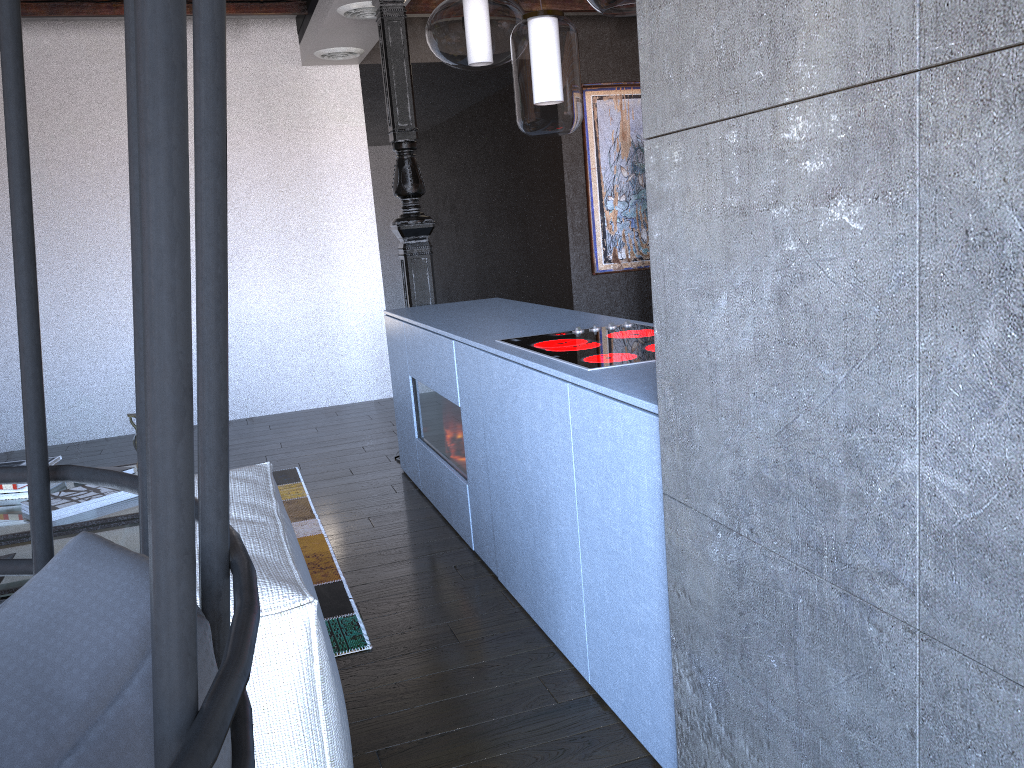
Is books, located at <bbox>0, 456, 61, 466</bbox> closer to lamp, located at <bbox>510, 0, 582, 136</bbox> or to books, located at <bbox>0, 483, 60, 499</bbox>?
books, located at <bbox>0, 483, 60, 499</bbox>

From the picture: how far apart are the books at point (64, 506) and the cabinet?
1.17m

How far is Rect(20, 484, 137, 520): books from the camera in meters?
2.9

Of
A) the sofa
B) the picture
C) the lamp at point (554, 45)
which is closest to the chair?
the sofa

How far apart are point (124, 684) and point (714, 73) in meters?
1.3

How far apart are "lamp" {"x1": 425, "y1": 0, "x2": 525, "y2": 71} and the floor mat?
1.86m

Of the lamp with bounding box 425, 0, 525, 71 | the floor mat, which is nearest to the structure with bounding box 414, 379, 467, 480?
the floor mat

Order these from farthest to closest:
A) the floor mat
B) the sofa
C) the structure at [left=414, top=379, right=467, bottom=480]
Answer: the structure at [left=414, top=379, right=467, bottom=480] → the floor mat → the sofa

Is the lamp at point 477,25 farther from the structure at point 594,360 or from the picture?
the picture

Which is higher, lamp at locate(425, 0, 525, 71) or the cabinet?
lamp at locate(425, 0, 525, 71)
